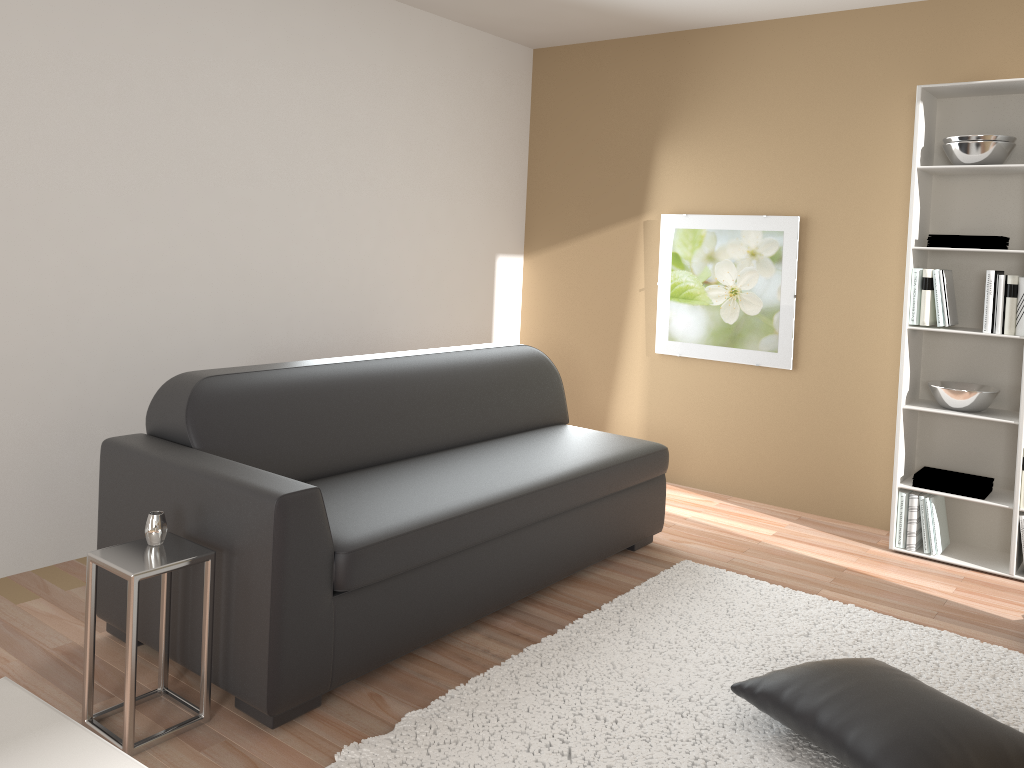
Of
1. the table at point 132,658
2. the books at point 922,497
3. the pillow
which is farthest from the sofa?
the books at point 922,497

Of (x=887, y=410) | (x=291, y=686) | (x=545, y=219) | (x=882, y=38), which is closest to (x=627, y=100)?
(x=545, y=219)

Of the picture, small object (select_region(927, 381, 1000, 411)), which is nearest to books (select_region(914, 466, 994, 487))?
small object (select_region(927, 381, 1000, 411))

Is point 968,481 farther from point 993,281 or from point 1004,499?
point 993,281

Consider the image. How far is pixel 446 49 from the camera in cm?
491

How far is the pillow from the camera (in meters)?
2.17

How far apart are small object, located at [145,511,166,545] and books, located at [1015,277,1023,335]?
3.5 meters

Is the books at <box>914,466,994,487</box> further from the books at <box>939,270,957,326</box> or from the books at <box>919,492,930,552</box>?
the books at <box>939,270,957,326</box>

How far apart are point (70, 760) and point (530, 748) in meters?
1.5 m

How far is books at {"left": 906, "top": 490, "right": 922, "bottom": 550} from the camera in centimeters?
410cm
